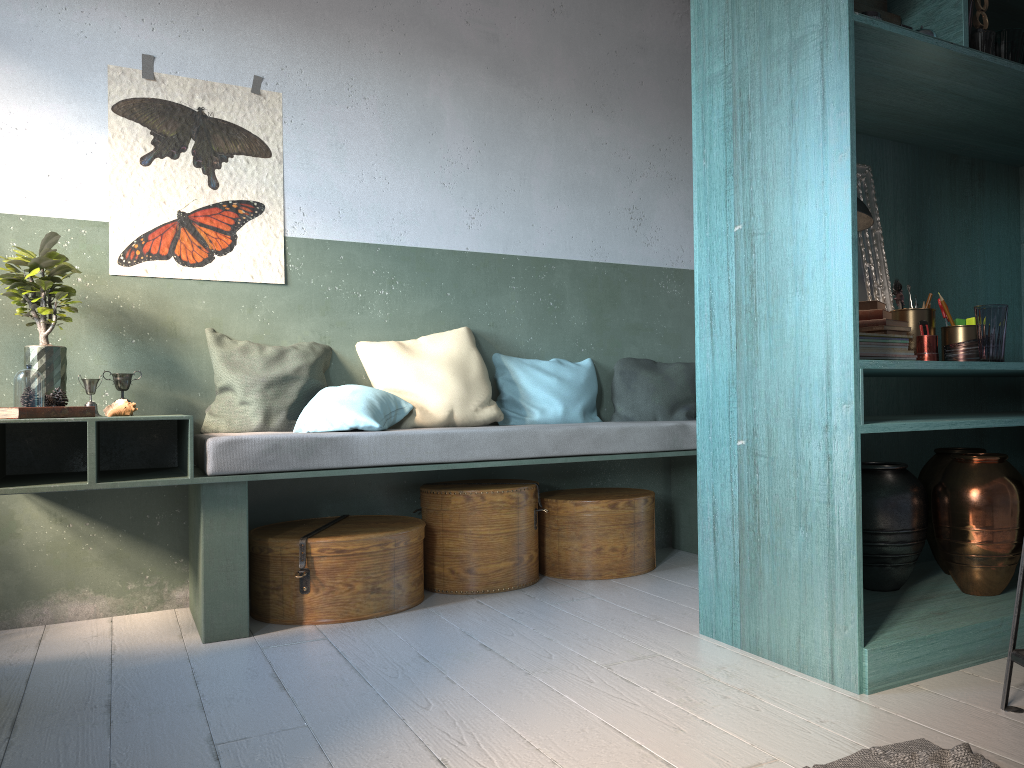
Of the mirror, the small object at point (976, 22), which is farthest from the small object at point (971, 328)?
the small object at point (976, 22)

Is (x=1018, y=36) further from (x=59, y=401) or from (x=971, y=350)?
(x=59, y=401)

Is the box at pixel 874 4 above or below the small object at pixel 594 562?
above

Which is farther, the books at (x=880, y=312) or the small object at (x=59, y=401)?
the small object at (x=59, y=401)

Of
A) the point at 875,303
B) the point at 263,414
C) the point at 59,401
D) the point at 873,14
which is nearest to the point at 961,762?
the point at 875,303

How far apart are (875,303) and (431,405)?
2.32m

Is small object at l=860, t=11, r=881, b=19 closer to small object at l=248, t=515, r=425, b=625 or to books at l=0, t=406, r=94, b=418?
small object at l=248, t=515, r=425, b=625

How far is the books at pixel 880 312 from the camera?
3.24m

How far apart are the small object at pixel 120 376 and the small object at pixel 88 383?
0.2 meters

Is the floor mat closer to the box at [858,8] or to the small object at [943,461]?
the small object at [943,461]
